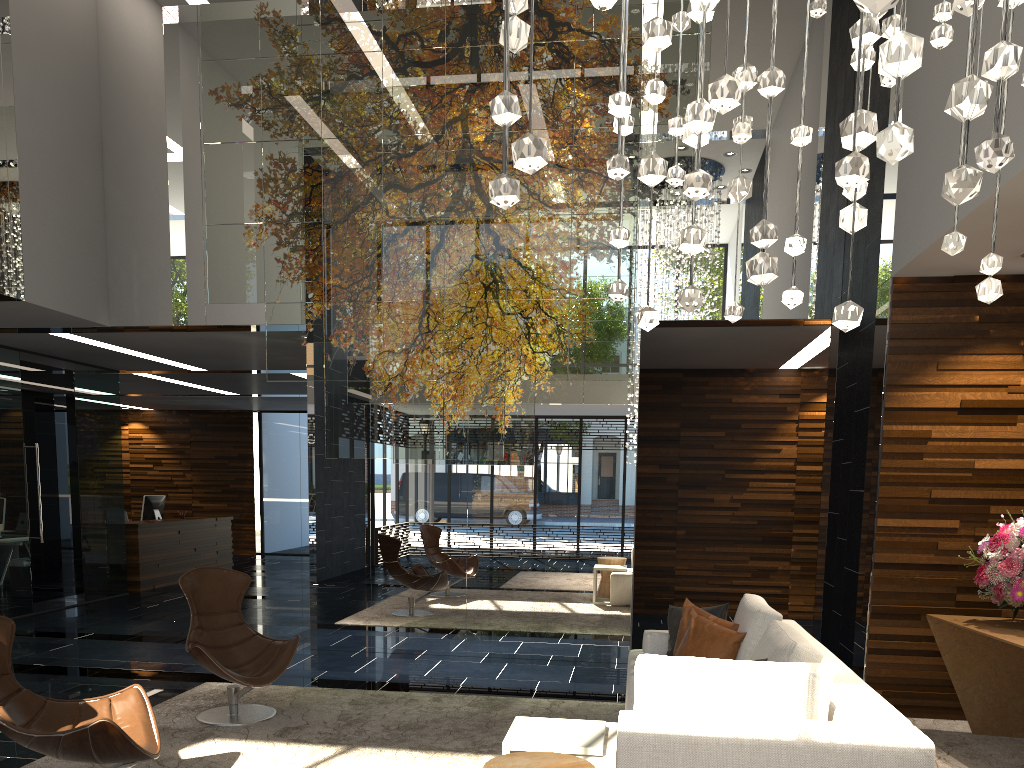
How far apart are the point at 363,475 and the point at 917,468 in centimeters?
432cm

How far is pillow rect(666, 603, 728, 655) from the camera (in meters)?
4.87

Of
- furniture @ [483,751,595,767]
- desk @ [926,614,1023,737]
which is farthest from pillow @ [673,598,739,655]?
furniture @ [483,751,595,767]

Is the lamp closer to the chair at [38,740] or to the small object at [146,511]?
the chair at [38,740]

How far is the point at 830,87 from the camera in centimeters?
708cm

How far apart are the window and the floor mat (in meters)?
11.10

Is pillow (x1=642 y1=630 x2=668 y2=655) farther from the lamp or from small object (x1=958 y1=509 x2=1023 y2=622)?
the lamp

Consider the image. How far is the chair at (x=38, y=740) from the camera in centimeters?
330cm

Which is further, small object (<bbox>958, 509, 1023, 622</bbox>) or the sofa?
small object (<bbox>958, 509, 1023, 622</bbox>)

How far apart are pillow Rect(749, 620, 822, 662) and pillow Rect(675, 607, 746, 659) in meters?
0.4 m
